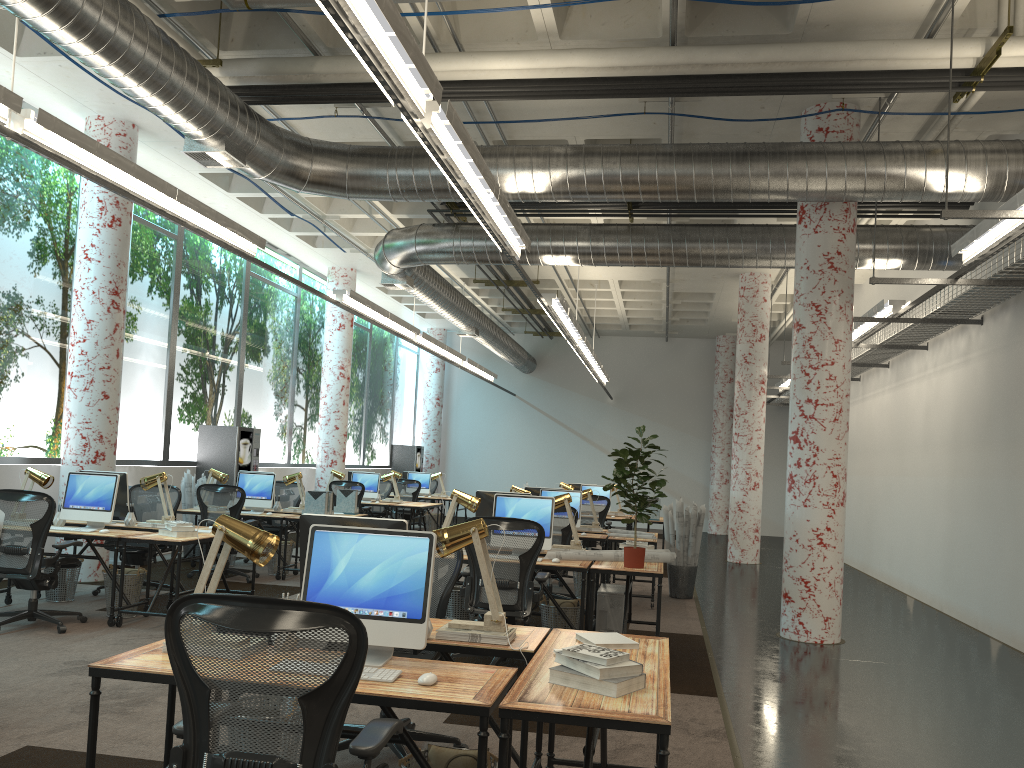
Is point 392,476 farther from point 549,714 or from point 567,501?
point 549,714

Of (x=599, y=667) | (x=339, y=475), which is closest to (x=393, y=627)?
(x=599, y=667)

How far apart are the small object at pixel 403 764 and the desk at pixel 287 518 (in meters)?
7.29

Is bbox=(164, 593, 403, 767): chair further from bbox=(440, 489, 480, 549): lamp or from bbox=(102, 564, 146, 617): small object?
bbox=(102, 564, 146, 617): small object

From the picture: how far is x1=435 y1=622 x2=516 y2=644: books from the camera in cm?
360

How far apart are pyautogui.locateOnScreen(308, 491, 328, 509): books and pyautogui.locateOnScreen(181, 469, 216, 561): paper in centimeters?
198cm

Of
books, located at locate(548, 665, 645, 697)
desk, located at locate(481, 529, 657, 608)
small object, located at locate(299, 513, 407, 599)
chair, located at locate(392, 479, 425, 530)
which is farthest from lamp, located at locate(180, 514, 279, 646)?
chair, located at locate(392, 479, 425, 530)

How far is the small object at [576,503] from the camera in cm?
998

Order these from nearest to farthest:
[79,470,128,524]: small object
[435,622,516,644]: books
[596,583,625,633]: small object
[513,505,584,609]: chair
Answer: [435,622,516,644]: books < [596,583,625,633]: small object < [79,470,128,524]: small object < [513,505,584,609]: chair

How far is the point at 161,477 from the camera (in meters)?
8.13
